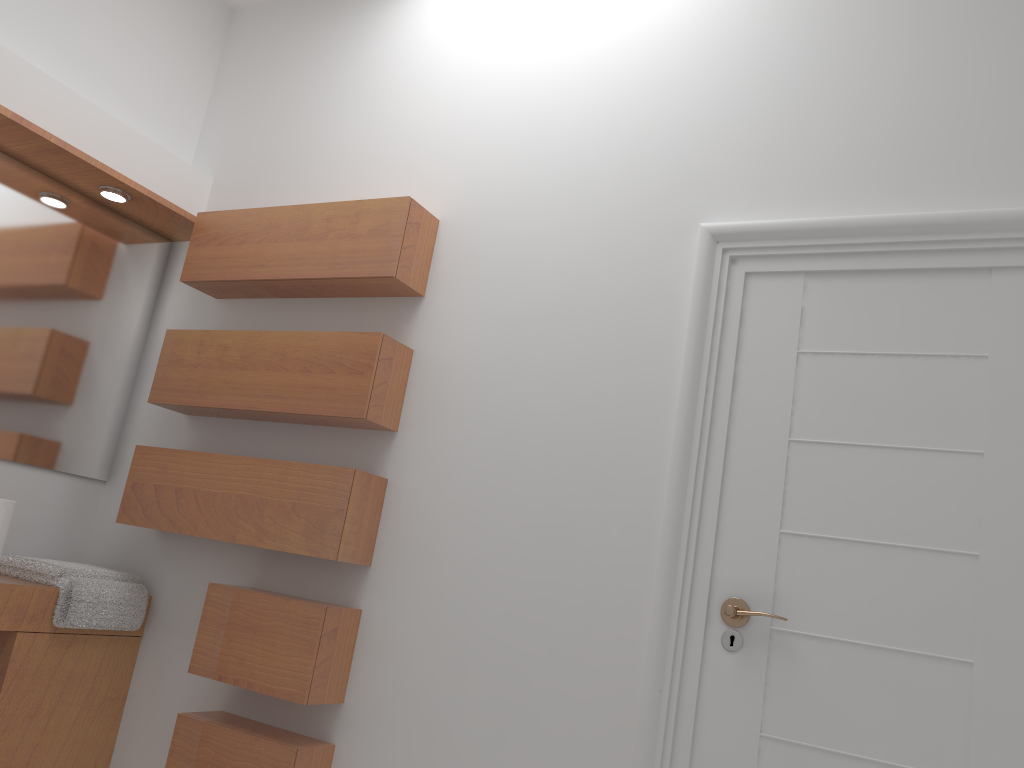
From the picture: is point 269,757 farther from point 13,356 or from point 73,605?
point 13,356

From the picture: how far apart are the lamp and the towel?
1.15m

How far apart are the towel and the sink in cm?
38

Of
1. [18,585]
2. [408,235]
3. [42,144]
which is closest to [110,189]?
[42,144]

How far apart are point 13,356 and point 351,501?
1.23m

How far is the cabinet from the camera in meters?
2.4

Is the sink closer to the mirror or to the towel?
the towel

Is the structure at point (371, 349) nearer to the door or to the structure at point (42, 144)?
the structure at point (42, 144)

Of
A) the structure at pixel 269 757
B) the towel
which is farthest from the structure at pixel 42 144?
the structure at pixel 269 757

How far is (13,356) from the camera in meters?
2.7 m
